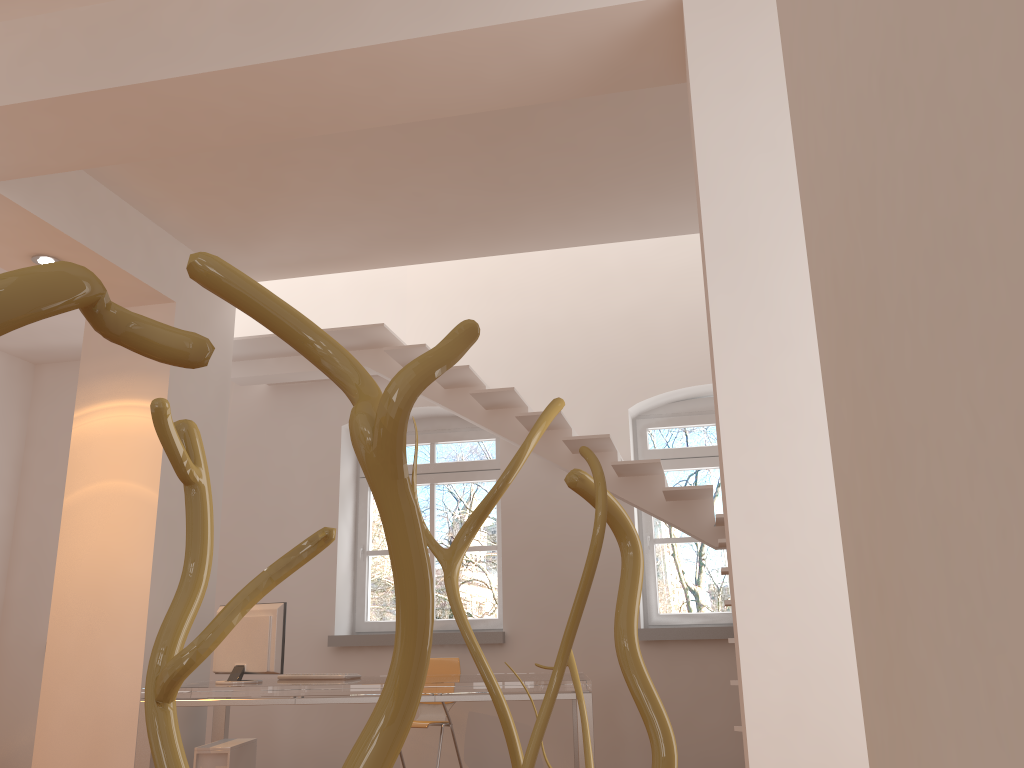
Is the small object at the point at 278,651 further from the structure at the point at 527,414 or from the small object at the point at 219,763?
the structure at the point at 527,414

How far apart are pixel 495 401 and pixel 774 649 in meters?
3.8 m

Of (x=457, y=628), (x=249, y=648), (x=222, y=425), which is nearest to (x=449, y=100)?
(x=249, y=648)

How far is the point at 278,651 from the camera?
4.8 meters

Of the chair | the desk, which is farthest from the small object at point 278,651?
the chair

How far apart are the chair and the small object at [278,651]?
1.1 meters

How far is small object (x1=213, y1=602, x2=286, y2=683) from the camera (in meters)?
4.76

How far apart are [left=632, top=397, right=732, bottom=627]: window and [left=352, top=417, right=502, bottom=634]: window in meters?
1.1

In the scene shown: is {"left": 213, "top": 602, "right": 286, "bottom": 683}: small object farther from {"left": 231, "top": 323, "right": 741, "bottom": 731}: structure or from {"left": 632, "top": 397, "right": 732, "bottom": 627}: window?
{"left": 632, "top": 397, "right": 732, "bottom": 627}: window

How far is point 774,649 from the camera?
2.3m
